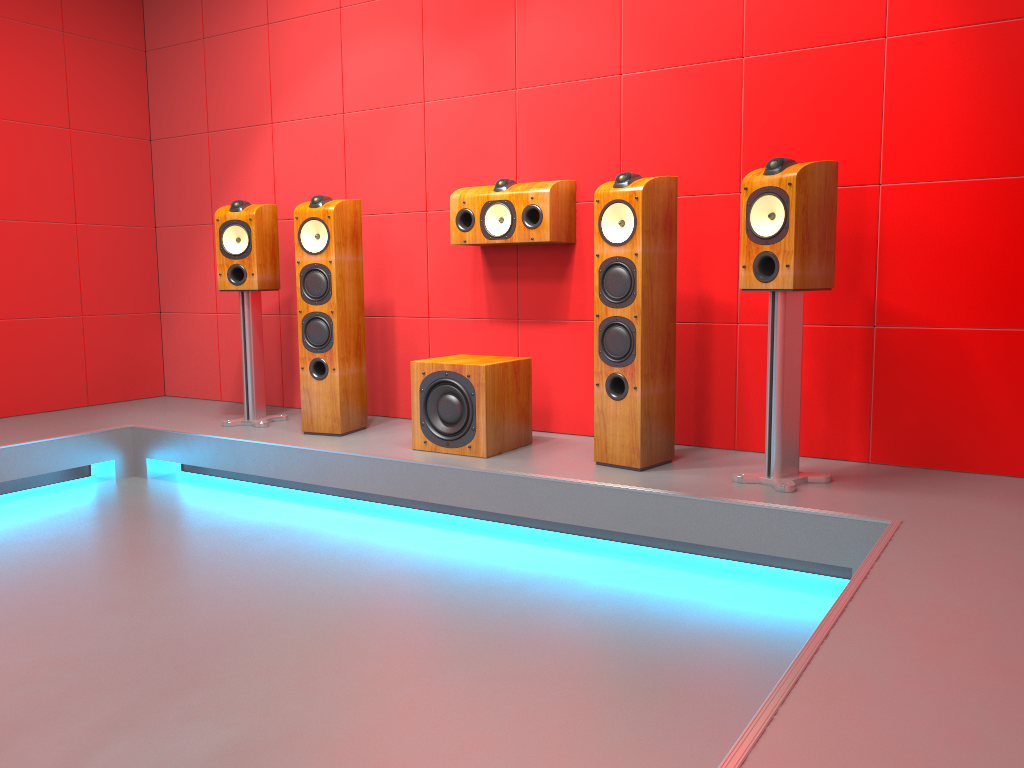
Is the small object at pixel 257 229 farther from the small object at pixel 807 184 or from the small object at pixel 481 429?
the small object at pixel 807 184

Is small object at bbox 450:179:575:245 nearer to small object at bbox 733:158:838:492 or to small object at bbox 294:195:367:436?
small object at bbox 294:195:367:436

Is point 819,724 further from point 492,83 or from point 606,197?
point 492,83

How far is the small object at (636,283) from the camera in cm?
307

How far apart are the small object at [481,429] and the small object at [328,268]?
0.5 meters

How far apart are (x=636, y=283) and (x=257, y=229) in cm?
193

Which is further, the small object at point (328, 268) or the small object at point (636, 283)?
the small object at point (328, 268)

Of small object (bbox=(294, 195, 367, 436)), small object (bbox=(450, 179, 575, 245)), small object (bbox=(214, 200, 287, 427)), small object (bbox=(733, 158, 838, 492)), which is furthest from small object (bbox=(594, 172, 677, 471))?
small object (bbox=(214, 200, 287, 427))

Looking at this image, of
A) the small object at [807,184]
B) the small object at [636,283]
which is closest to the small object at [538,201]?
the small object at [636,283]

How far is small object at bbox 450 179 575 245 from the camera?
3.6 meters
